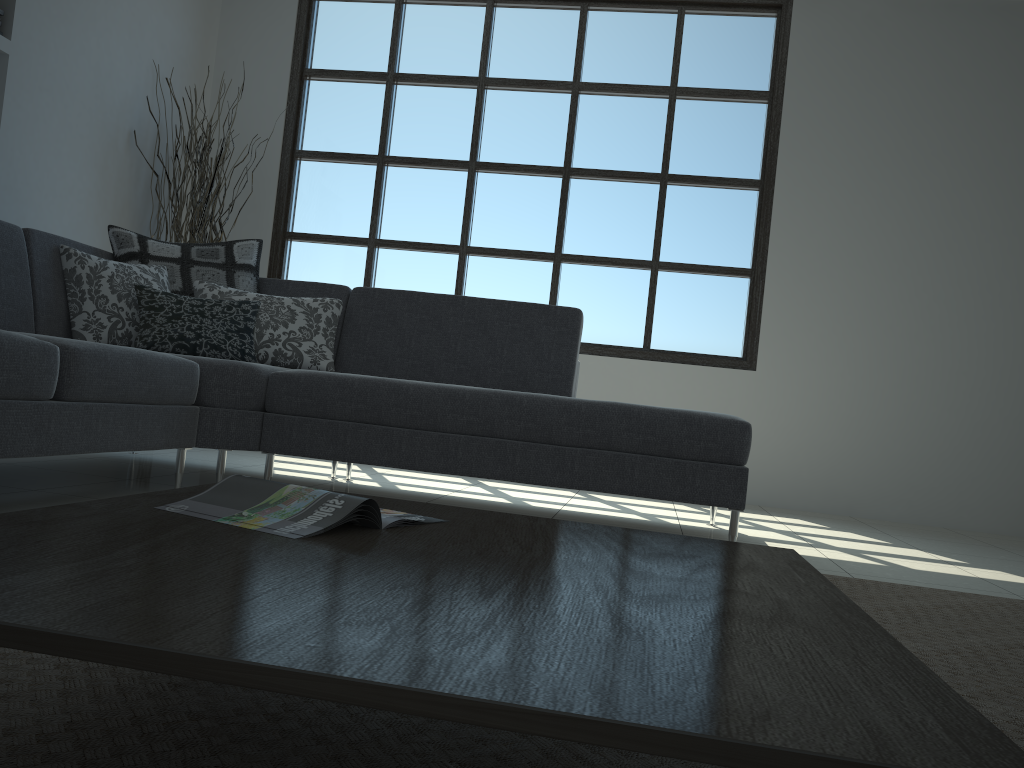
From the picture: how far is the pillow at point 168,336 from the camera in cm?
331

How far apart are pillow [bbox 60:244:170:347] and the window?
2.03m

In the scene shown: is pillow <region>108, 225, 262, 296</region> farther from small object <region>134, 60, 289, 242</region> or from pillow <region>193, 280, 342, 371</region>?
small object <region>134, 60, 289, 242</region>

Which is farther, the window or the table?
the window

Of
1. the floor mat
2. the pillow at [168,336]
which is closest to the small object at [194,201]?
the pillow at [168,336]

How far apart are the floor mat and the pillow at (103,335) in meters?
2.3

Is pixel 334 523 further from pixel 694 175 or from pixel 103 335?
pixel 694 175

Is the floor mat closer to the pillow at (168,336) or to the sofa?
the sofa

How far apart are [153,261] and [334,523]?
2.9m

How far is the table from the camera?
0.6m
